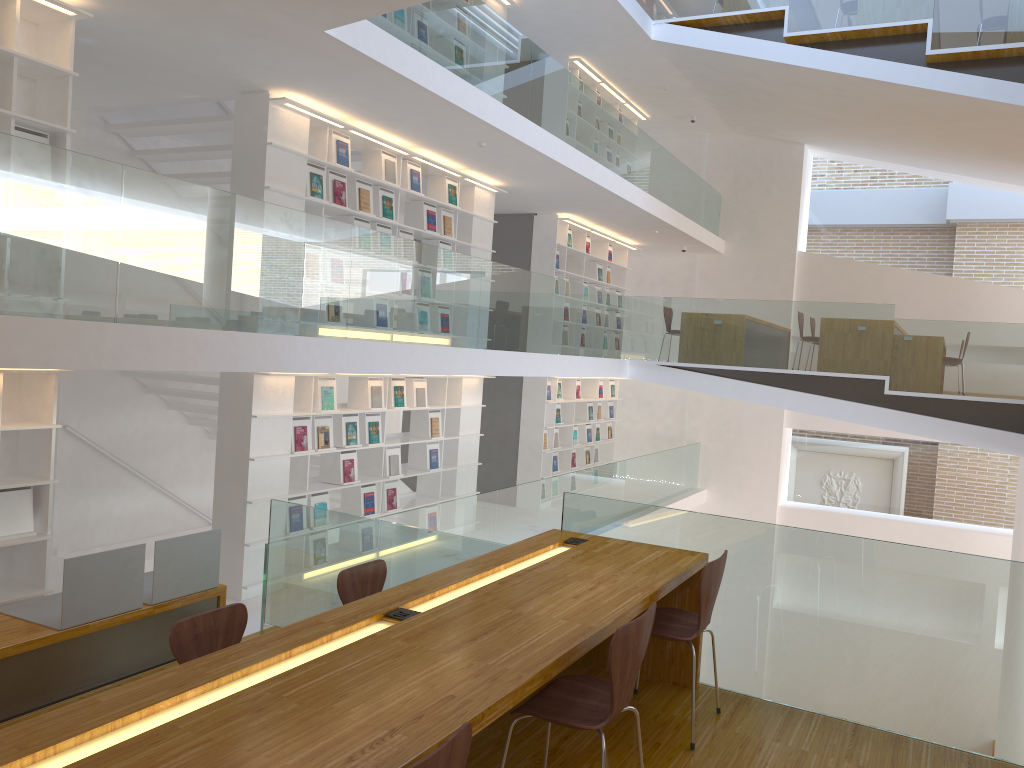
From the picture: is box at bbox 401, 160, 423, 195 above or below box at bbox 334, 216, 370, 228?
above

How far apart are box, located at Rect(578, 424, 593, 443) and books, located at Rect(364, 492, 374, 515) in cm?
547

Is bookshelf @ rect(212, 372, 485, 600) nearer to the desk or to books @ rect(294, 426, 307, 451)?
books @ rect(294, 426, 307, 451)

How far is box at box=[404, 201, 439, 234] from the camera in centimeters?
869cm

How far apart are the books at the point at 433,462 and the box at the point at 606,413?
5.3m

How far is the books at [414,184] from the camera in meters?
8.4 m

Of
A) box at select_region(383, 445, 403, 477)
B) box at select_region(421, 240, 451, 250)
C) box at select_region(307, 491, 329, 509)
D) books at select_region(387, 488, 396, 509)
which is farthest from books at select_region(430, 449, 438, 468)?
box at select_region(421, 240, 451, 250)

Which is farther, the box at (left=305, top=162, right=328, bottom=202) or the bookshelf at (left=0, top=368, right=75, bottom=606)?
the box at (left=305, top=162, right=328, bottom=202)

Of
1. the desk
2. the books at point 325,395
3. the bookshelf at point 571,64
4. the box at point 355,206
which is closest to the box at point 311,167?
the box at point 355,206

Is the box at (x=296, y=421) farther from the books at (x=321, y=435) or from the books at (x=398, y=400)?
the books at (x=398, y=400)
